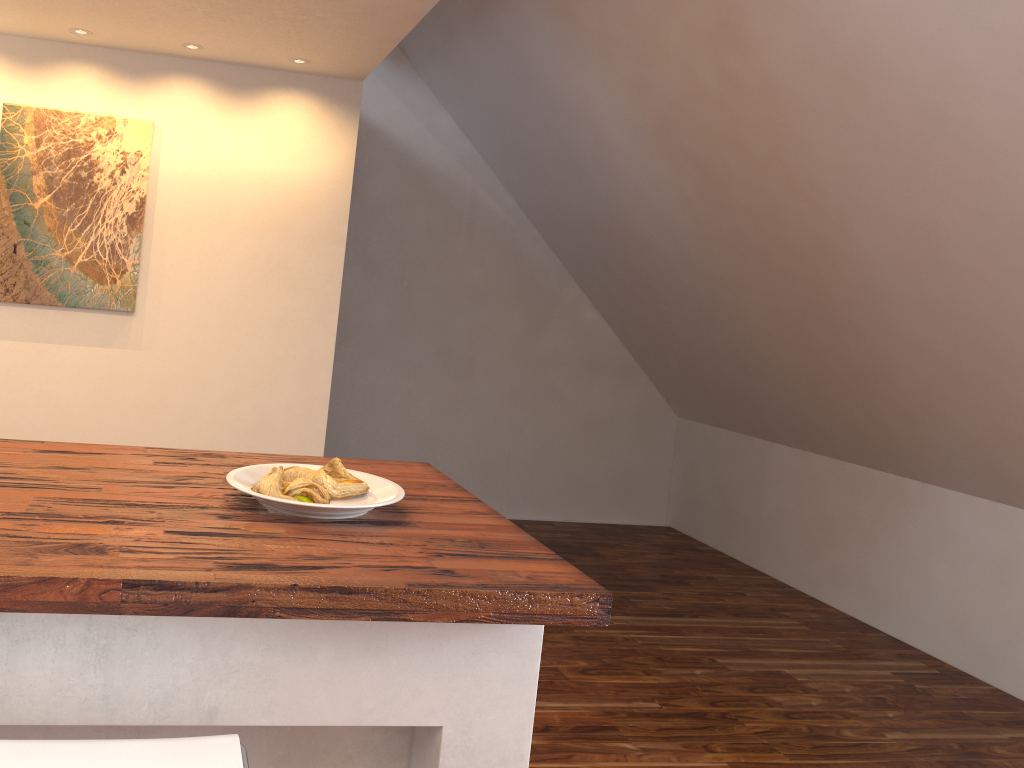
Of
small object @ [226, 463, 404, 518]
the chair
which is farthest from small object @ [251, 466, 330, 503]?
the chair

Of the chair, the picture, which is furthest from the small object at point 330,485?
the picture

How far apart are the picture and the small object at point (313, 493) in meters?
1.9 m

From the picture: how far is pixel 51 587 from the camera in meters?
0.9

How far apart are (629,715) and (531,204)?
2.9 meters

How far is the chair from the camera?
0.9m

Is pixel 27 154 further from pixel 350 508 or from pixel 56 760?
pixel 56 760

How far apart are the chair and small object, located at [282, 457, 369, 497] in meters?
0.5 m

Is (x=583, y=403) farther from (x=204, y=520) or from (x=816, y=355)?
(x=204, y=520)

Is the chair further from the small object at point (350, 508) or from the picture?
the picture
